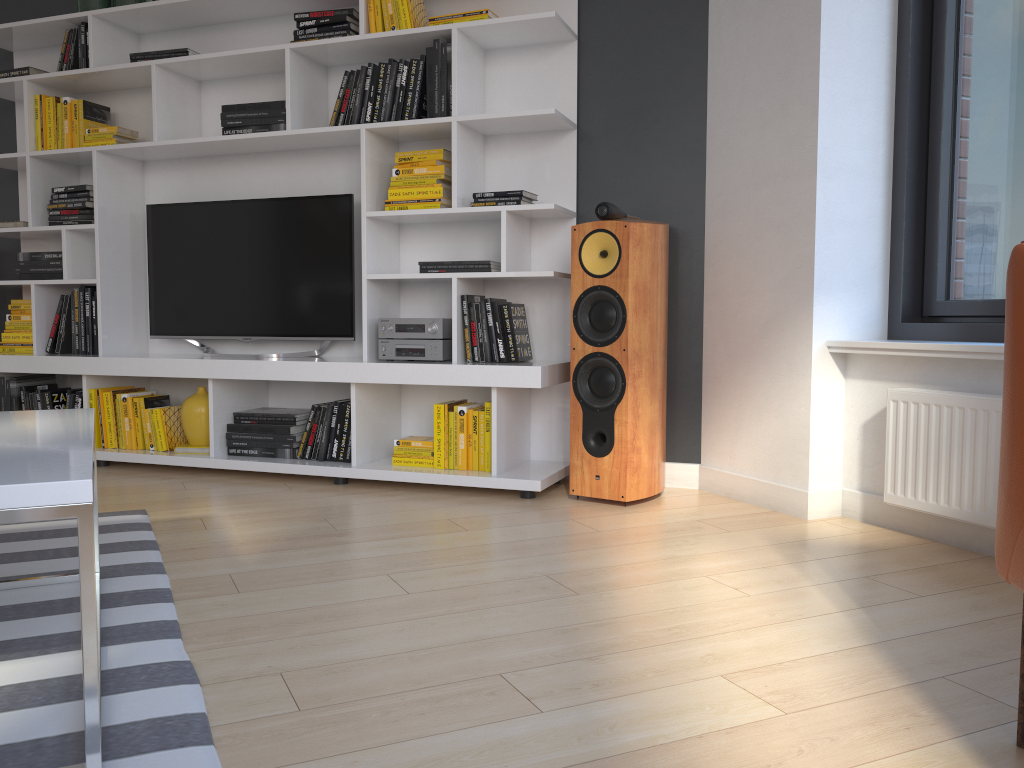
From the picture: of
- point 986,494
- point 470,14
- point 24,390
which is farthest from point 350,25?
point 986,494

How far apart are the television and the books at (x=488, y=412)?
0.79m

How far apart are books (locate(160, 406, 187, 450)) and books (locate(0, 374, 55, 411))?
0.9m

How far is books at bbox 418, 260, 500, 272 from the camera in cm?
348

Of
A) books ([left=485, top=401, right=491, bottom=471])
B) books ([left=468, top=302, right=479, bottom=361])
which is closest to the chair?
books ([left=485, top=401, right=491, bottom=471])

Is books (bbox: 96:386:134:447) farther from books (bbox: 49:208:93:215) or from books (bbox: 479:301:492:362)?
books (bbox: 479:301:492:362)

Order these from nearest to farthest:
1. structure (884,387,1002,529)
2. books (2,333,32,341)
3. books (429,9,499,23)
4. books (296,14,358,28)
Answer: structure (884,387,1002,529)
books (429,9,499,23)
books (296,14,358,28)
books (2,333,32,341)

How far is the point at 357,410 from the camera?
3.6m

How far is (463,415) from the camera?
3.45m

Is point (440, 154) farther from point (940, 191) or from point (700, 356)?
point (940, 191)
